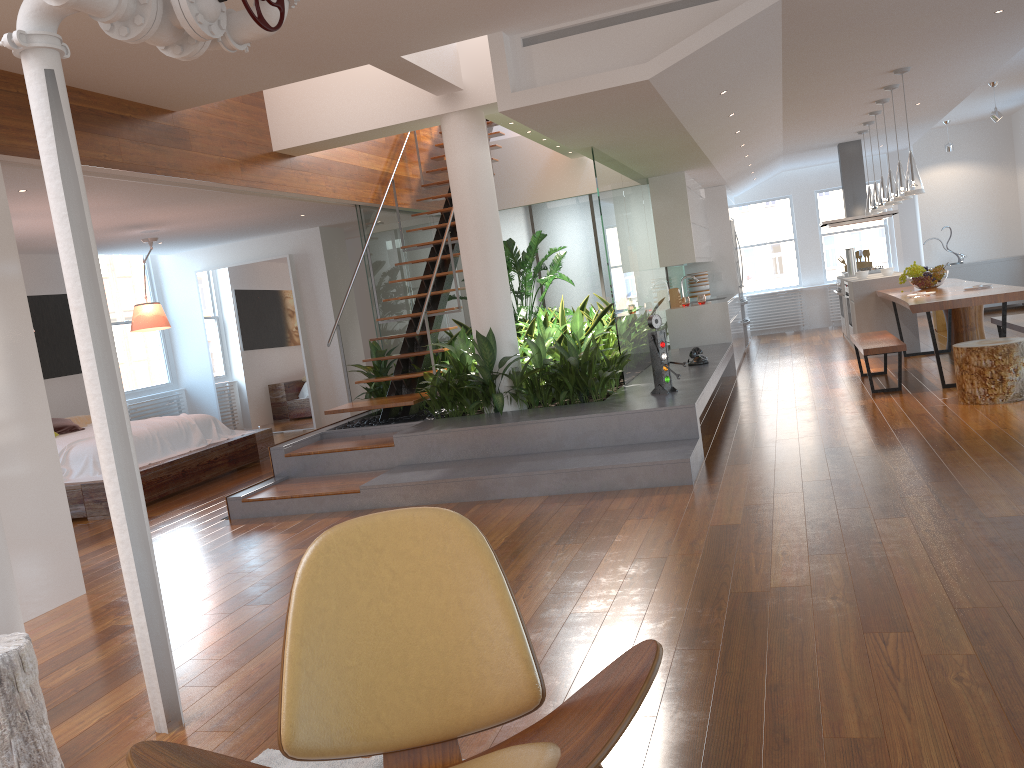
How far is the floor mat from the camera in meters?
2.4 m

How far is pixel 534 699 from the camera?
1.85m

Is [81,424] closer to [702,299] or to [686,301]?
[686,301]

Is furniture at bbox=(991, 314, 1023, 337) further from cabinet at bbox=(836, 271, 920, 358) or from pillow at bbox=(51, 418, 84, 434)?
pillow at bbox=(51, 418, 84, 434)

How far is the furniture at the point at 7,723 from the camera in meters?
2.5

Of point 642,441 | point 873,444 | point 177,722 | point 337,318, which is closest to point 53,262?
point 337,318

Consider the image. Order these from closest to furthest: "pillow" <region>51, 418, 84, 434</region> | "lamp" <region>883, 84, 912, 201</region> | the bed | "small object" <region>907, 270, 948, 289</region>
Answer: the bed → "lamp" <region>883, 84, 912, 201</region> → "pillow" <region>51, 418, 84, 434</region> → "small object" <region>907, 270, 948, 289</region>

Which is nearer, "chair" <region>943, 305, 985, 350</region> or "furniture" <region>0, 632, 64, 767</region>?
"furniture" <region>0, 632, 64, 767</region>

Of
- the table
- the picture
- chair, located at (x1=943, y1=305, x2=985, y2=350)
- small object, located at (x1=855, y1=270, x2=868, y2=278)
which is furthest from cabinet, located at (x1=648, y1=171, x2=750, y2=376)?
the picture

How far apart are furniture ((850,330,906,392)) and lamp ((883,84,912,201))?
1.2 meters
